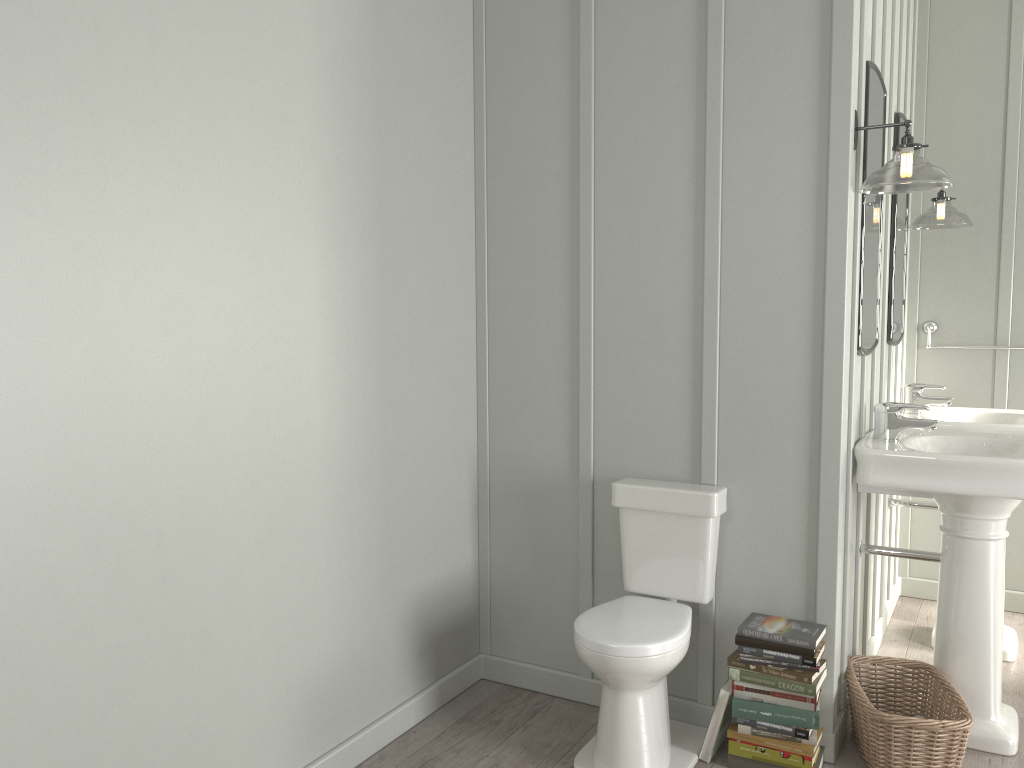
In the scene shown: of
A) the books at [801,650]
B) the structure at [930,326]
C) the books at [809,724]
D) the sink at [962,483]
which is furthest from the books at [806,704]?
the structure at [930,326]

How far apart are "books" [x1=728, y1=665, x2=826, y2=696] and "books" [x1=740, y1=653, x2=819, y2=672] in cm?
4

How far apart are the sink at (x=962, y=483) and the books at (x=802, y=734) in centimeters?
62cm

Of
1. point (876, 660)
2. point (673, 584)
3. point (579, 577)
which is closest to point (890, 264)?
point (876, 660)

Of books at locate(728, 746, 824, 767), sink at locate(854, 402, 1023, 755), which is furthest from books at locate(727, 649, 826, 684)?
sink at locate(854, 402, 1023, 755)

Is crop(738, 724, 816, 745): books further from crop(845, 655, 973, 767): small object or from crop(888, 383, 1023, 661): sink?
crop(888, 383, 1023, 661): sink

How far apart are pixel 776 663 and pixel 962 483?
0.7m

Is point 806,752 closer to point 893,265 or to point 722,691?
point 722,691

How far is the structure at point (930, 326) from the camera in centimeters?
395cm

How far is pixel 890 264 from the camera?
3.37m
